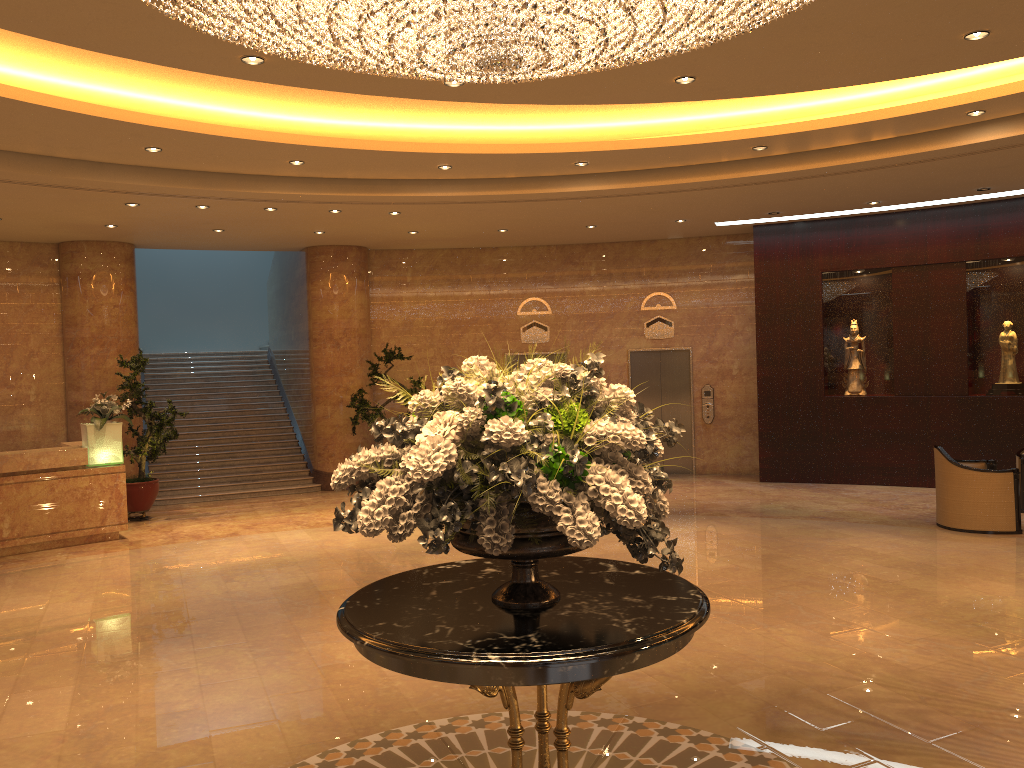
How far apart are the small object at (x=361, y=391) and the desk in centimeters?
384cm

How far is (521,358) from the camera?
15.33m

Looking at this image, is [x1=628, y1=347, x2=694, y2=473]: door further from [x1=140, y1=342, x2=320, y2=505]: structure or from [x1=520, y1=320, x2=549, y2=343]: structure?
[x1=140, y1=342, x2=320, y2=505]: structure

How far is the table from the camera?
2.93m

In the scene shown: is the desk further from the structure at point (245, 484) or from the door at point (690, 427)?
the door at point (690, 427)

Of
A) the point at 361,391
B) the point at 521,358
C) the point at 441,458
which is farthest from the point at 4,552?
the point at 441,458

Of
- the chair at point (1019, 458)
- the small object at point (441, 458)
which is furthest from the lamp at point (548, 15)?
the chair at point (1019, 458)

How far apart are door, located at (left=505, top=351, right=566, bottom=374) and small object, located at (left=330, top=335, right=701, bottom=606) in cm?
1144

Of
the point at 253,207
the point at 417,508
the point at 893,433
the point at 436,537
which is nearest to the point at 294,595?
the point at 436,537

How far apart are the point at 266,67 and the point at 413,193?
4.07m
